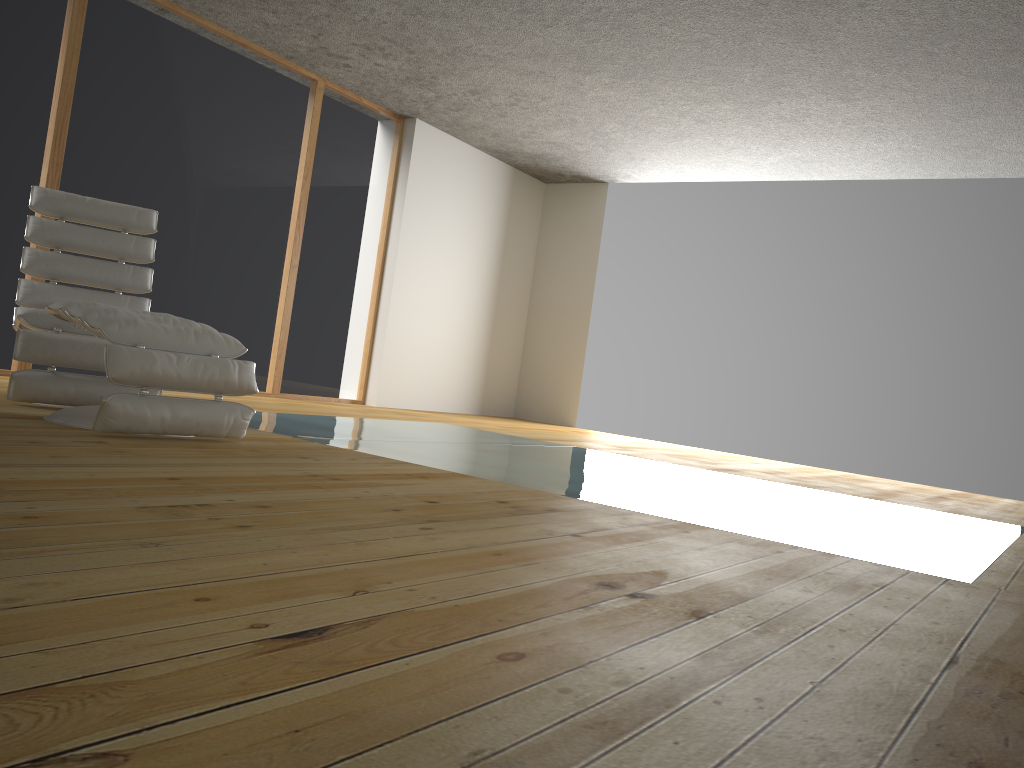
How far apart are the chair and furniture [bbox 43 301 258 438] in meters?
0.3 m

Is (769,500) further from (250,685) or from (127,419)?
(250,685)

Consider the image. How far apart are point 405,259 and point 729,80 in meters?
3.1 m

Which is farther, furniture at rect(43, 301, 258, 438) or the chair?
the chair

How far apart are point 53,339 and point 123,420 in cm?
87

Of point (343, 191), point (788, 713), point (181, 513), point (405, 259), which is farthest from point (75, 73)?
point (788, 713)

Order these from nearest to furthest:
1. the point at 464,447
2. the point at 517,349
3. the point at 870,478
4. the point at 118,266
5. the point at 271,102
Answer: the point at 118,266
the point at 464,447
the point at 271,102
the point at 870,478
the point at 517,349

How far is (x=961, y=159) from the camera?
6.5m

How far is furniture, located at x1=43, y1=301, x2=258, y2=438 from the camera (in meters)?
2.88
